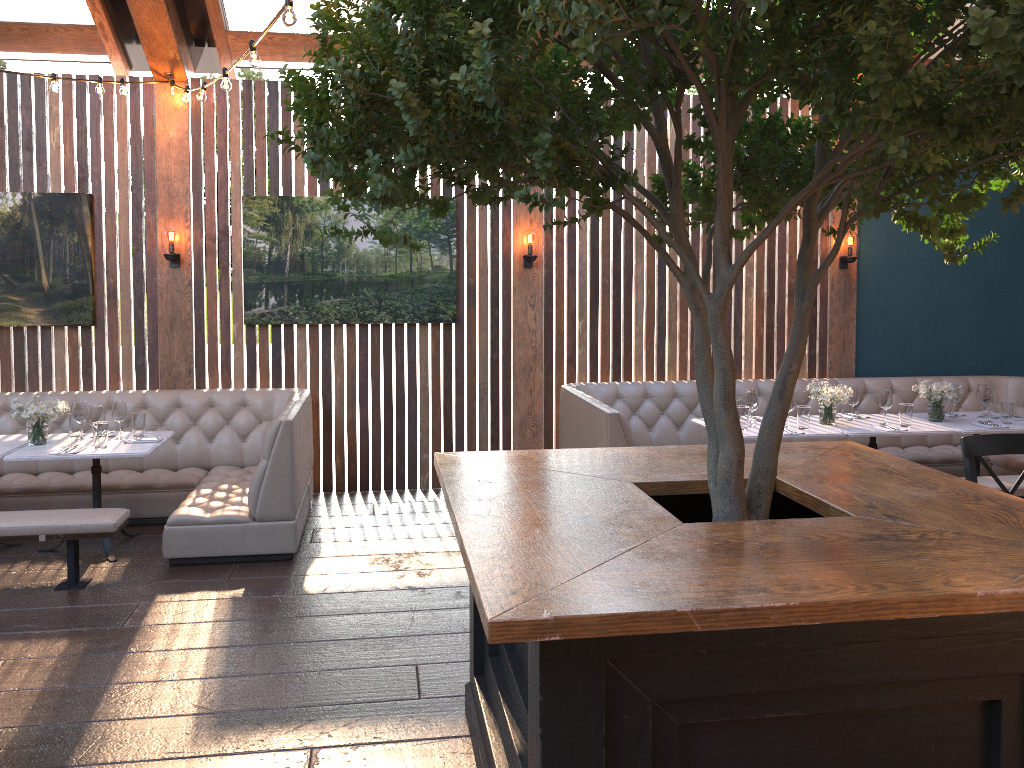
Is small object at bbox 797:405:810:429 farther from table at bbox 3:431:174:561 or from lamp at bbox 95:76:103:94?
lamp at bbox 95:76:103:94

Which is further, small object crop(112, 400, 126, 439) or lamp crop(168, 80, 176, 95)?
lamp crop(168, 80, 176, 95)

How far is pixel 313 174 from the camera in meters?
2.6 m

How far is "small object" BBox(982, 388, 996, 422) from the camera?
6.3 meters

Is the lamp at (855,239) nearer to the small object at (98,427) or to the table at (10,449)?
the small object at (98,427)

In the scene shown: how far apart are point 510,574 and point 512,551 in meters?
0.2

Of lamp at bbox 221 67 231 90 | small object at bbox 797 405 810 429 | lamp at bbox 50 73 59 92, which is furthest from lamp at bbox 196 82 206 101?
small object at bbox 797 405 810 429

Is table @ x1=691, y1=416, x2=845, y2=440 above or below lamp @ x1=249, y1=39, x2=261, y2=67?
below

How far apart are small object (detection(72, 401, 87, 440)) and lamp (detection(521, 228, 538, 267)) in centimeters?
335cm

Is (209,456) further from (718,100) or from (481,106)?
(718,100)
